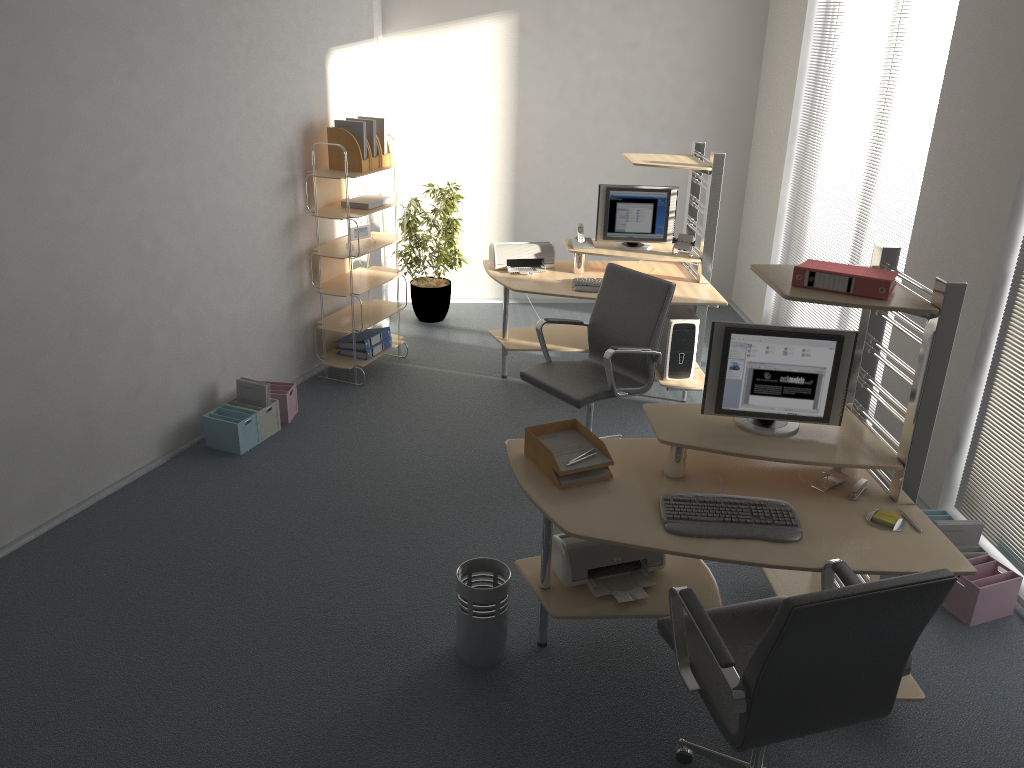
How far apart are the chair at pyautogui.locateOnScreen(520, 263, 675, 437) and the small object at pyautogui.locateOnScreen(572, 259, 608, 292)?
0.55m

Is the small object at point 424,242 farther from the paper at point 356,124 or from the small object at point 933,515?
the small object at point 933,515

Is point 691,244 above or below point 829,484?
above

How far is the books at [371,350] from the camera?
6.0m

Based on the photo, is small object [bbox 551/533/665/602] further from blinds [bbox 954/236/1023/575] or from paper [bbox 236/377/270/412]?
paper [bbox 236/377/270/412]

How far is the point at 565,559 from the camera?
3.4m

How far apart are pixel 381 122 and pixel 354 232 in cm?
73

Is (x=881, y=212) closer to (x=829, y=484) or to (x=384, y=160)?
(x=829, y=484)

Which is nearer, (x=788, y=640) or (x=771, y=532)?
(x=788, y=640)

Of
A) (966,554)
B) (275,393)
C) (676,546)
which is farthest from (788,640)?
(275,393)
